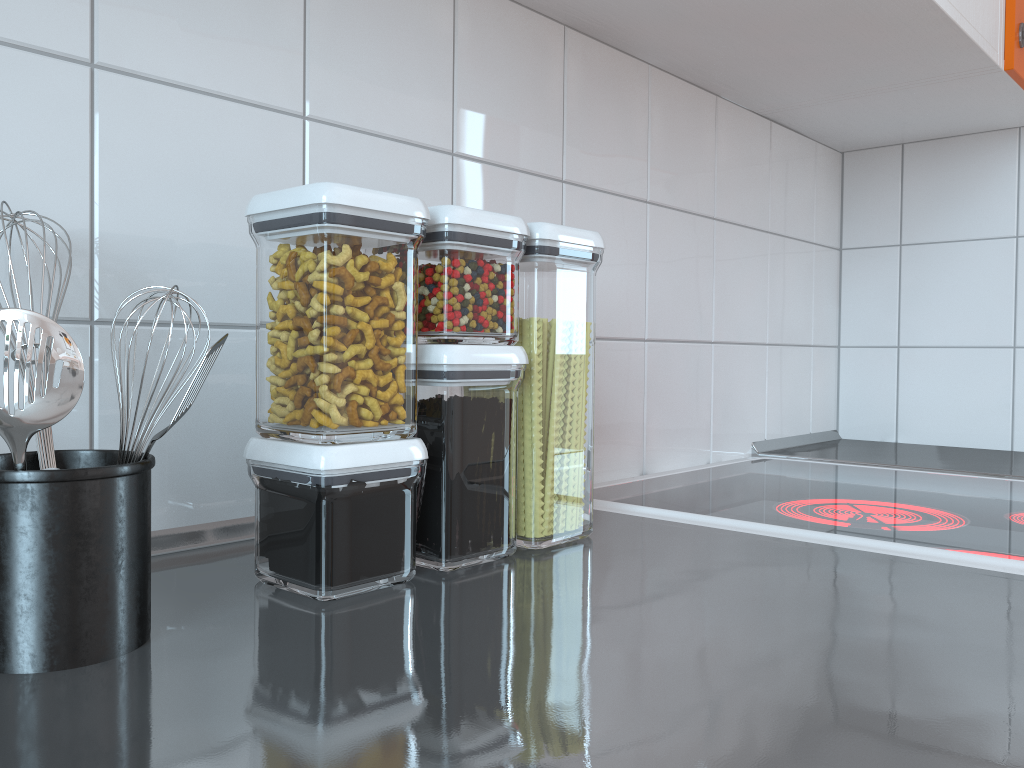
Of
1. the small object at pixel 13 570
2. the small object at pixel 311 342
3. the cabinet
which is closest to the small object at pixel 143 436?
the small object at pixel 13 570

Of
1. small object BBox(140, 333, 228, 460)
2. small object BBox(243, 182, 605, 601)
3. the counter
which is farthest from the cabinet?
small object BBox(140, 333, 228, 460)

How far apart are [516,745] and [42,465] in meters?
0.3 m

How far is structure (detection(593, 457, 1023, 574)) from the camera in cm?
77

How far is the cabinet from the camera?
1.0m

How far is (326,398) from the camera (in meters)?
0.55

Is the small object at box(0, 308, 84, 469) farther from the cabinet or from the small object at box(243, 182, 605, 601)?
the cabinet

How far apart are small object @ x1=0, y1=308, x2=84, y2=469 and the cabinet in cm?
75

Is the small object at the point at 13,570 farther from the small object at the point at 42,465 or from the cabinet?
the cabinet

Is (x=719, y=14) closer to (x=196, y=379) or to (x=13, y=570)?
(x=196, y=379)
